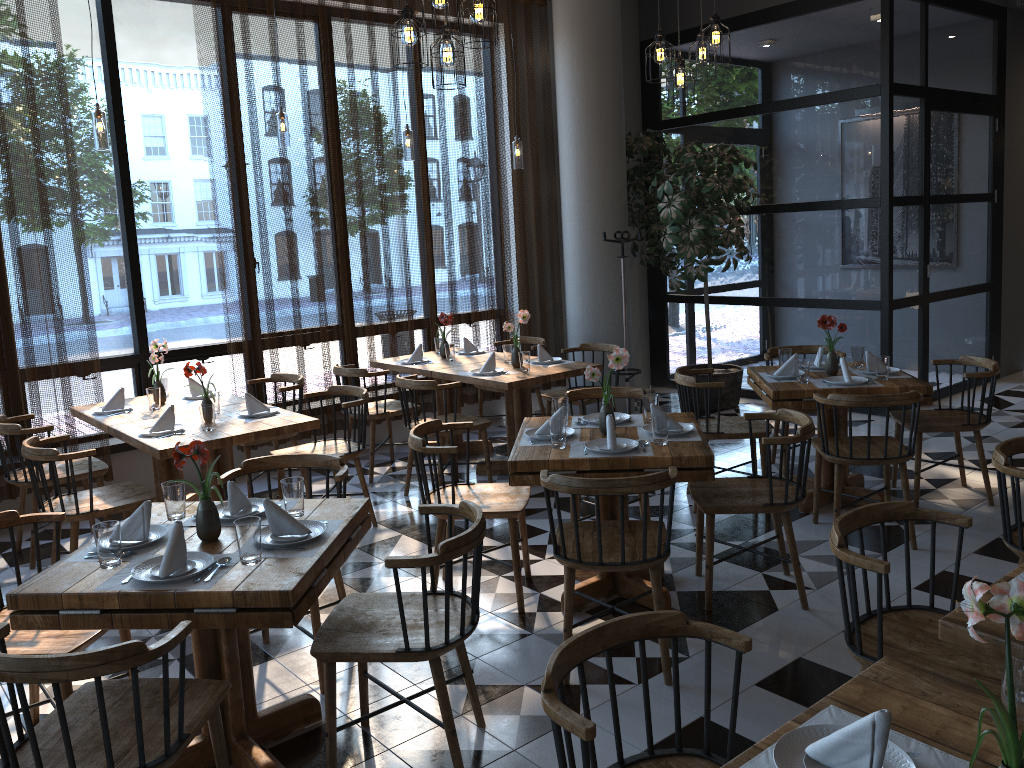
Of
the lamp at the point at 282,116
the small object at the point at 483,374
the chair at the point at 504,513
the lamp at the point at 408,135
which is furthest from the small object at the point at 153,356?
the lamp at the point at 408,135

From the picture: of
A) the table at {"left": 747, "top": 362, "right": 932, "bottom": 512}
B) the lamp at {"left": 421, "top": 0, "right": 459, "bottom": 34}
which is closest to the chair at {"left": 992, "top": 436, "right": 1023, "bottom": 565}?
the table at {"left": 747, "top": 362, "right": 932, "bottom": 512}

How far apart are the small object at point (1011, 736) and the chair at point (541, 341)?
5.9 meters

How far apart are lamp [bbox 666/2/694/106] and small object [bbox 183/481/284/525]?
3.8m

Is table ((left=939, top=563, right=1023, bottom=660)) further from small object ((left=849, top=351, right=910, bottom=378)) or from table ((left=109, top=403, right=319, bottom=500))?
table ((left=109, top=403, right=319, bottom=500))

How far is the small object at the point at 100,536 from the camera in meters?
2.7 m

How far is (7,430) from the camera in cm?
481

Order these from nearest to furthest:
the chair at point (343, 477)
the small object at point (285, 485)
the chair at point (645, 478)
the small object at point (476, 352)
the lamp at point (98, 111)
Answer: the small object at point (285, 485) < the chair at point (645, 478) < the chair at point (343, 477) < the lamp at point (98, 111) < the small object at point (476, 352)

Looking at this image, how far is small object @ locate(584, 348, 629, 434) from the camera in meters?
4.0 m

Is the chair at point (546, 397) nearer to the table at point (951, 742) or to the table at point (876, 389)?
the table at point (876, 389)
